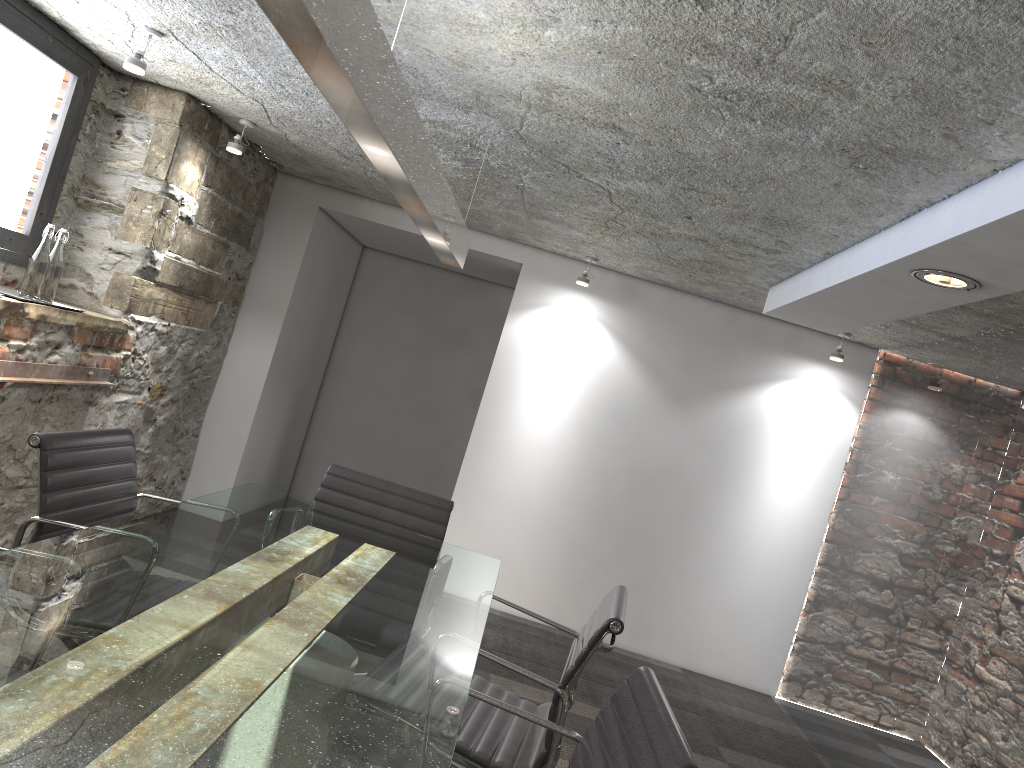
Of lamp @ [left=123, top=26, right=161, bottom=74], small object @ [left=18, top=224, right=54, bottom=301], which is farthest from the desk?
lamp @ [left=123, top=26, right=161, bottom=74]

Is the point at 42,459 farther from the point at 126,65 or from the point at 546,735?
the point at 126,65

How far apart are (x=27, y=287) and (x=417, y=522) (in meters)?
1.75

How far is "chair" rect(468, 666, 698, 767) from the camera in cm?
135

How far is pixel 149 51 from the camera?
3.5 meters

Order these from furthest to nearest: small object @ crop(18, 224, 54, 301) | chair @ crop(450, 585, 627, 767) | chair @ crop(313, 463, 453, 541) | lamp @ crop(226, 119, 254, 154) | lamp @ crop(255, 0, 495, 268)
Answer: lamp @ crop(226, 119, 254, 154) < small object @ crop(18, 224, 54, 301) < chair @ crop(313, 463, 453, 541) < chair @ crop(450, 585, 627, 767) < lamp @ crop(255, 0, 495, 268)

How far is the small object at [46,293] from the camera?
3.5 meters

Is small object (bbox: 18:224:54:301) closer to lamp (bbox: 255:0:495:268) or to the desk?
the desk

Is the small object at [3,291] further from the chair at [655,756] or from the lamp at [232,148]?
the chair at [655,756]

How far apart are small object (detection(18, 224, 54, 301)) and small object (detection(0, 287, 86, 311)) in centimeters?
5cm
